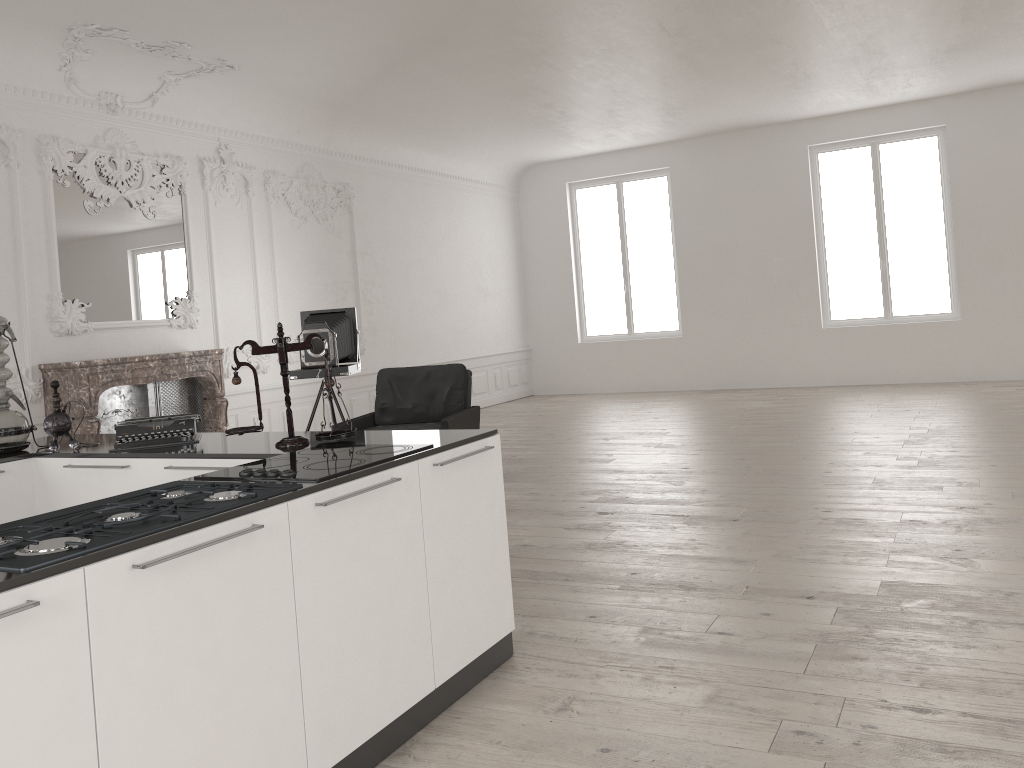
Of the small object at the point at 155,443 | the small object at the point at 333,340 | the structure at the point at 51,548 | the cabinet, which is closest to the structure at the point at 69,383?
the small object at the point at 333,340

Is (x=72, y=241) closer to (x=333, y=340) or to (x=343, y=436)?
(x=333, y=340)

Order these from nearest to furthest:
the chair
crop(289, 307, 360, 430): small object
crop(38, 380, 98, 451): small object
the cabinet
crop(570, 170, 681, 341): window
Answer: the cabinet, crop(38, 380, 98, 451): small object, the chair, crop(289, 307, 360, 430): small object, crop(570, 170, 681, 341): window

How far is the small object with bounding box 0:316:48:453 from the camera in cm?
396

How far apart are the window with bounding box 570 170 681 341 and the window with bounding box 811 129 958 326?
2.9 meters

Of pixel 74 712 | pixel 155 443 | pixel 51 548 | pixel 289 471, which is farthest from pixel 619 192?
pixel 74 712

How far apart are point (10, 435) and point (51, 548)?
2.4 meters

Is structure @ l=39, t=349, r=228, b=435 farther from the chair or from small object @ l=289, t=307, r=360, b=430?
the chair

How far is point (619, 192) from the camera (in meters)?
13.93

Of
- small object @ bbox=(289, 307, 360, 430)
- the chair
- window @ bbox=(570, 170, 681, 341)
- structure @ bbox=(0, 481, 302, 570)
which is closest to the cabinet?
structure @ bbox=(0, 481, 302, 570)
